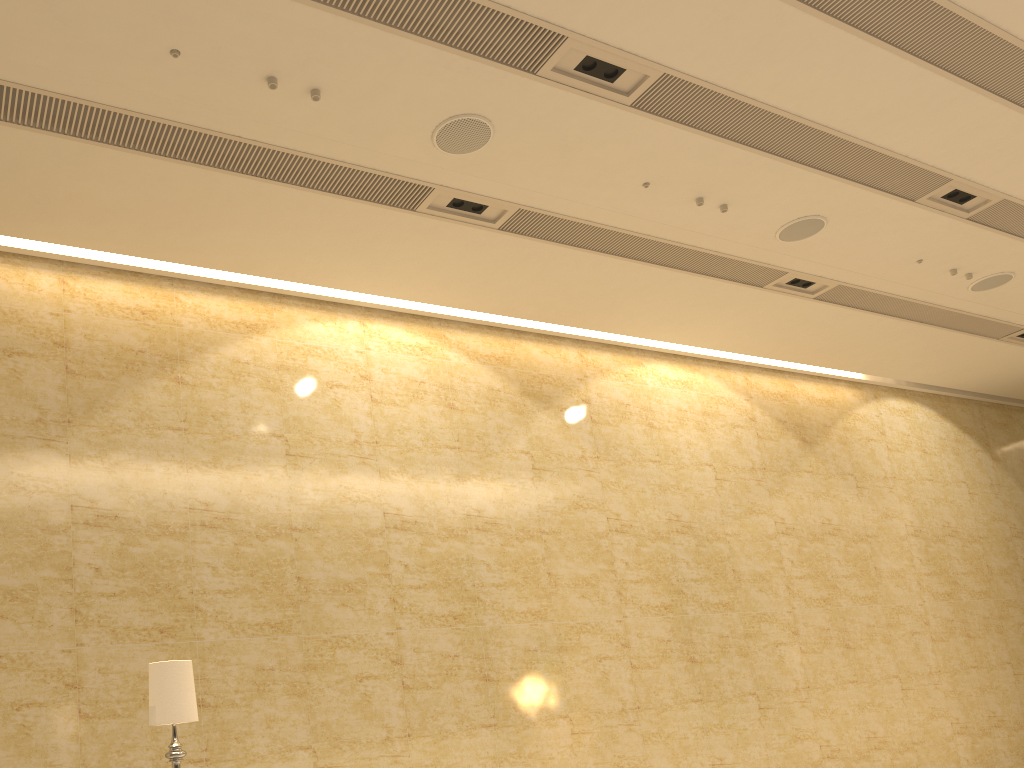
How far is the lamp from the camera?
4.43m

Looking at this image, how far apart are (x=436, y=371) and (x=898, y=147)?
4.90m

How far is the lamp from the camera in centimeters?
443cm

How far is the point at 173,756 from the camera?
4.4 meters
